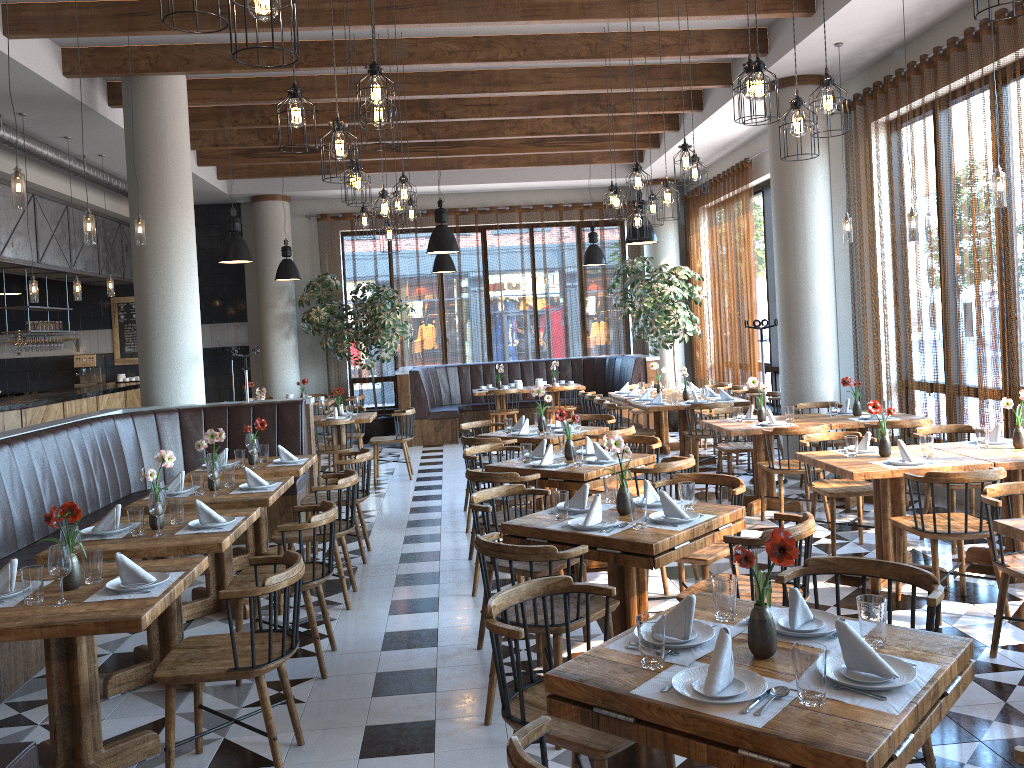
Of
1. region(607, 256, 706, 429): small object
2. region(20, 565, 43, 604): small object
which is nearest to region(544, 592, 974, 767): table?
region(20, 565, 43, 604): small object

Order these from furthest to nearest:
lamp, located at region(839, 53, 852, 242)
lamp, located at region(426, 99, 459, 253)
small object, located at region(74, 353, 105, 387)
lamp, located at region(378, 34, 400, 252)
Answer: small object, located at region(74, 353, 105, 387) < lamp, located at region(426, 99, 459, 253) < lamp, located at region(378, 34, 400, 252) < lamp, located at region(839, 53, 852, 242)

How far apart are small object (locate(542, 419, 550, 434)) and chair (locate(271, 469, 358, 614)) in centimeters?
221cm

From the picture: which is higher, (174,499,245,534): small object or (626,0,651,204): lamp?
(626,0,651,204): lamp

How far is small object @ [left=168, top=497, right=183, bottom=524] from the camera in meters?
4.6

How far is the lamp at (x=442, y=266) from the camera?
13.1 meters

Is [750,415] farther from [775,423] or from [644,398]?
[644,398]

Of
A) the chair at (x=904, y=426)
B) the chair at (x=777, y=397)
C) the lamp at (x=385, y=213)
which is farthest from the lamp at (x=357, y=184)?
the chair at (x=777, y=397)

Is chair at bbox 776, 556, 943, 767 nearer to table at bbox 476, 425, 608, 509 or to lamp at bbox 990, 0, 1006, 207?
lamp at bbox 990, 0, 1006, 207

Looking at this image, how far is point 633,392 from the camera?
11.2m
